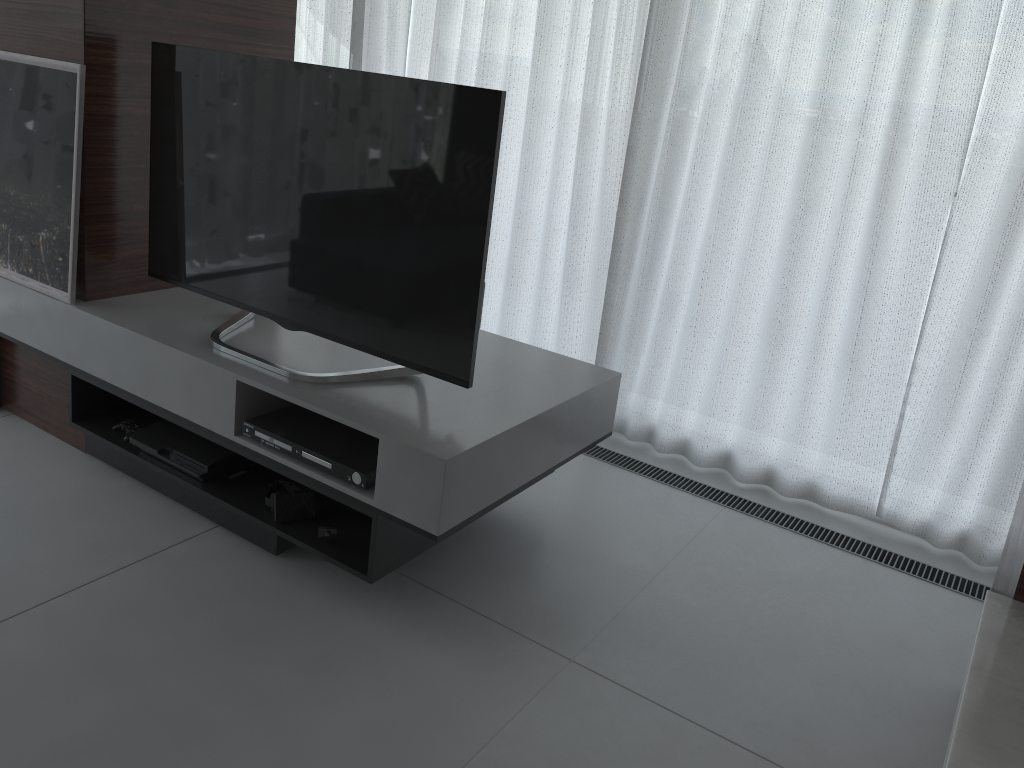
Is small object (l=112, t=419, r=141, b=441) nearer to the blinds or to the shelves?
the shelves

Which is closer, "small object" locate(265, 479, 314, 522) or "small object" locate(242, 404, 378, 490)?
"small object" locate(242, 404, 378, 490)

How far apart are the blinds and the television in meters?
1.2

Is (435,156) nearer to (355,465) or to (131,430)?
(355,465)

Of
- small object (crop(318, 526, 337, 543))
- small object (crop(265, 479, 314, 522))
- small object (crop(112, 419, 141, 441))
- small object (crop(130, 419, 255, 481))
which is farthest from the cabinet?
small object (crop(112, 419, 141, 441))

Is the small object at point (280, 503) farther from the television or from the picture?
the picture

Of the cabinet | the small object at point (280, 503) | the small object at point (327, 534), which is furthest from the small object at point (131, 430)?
the cabinet

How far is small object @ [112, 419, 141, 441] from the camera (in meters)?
2.68

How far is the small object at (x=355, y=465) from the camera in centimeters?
214cm

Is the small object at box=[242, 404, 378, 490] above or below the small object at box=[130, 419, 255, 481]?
above
